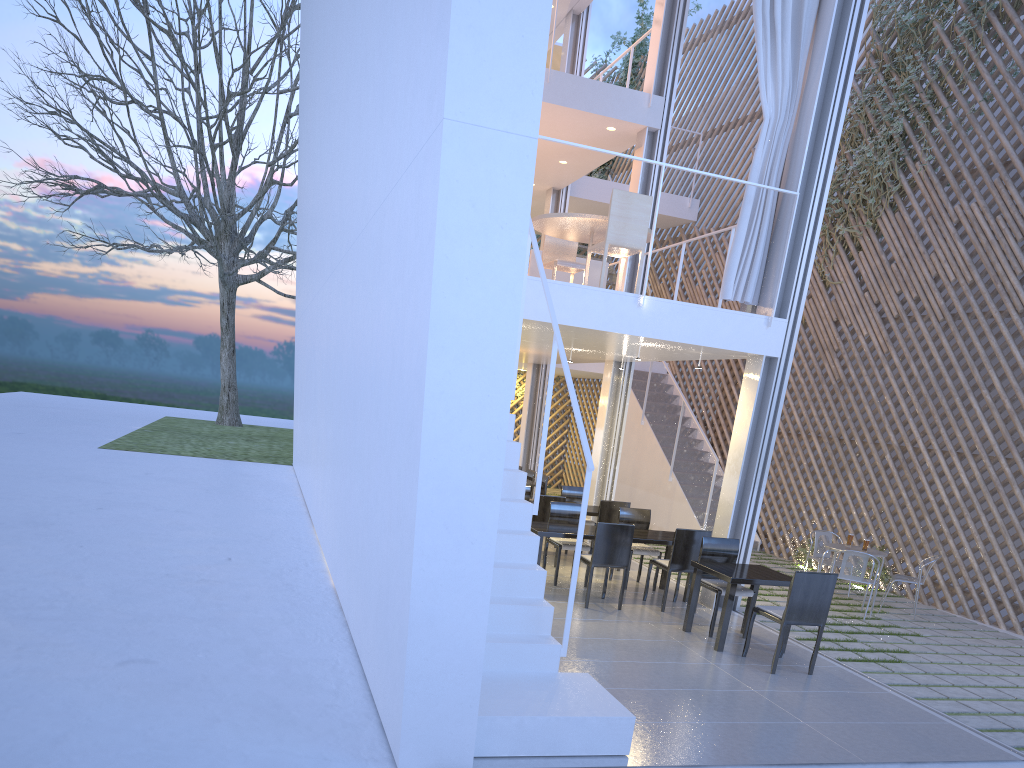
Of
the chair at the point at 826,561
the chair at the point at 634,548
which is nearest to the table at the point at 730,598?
the chair at the point at 634,548

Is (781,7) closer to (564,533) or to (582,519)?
(564,533)

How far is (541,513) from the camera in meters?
4.9 m

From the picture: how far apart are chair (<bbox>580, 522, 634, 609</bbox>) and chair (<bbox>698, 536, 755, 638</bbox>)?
0.35m

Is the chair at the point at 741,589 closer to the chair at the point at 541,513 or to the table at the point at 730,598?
the table at the point at 730,598

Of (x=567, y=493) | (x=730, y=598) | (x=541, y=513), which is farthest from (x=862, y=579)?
(x=567, y=493)

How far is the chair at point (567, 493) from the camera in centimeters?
563cm

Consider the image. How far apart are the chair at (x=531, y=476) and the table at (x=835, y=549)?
2.5 meters

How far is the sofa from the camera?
5.5m

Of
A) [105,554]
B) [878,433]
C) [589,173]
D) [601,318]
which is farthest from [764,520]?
[589,173]
